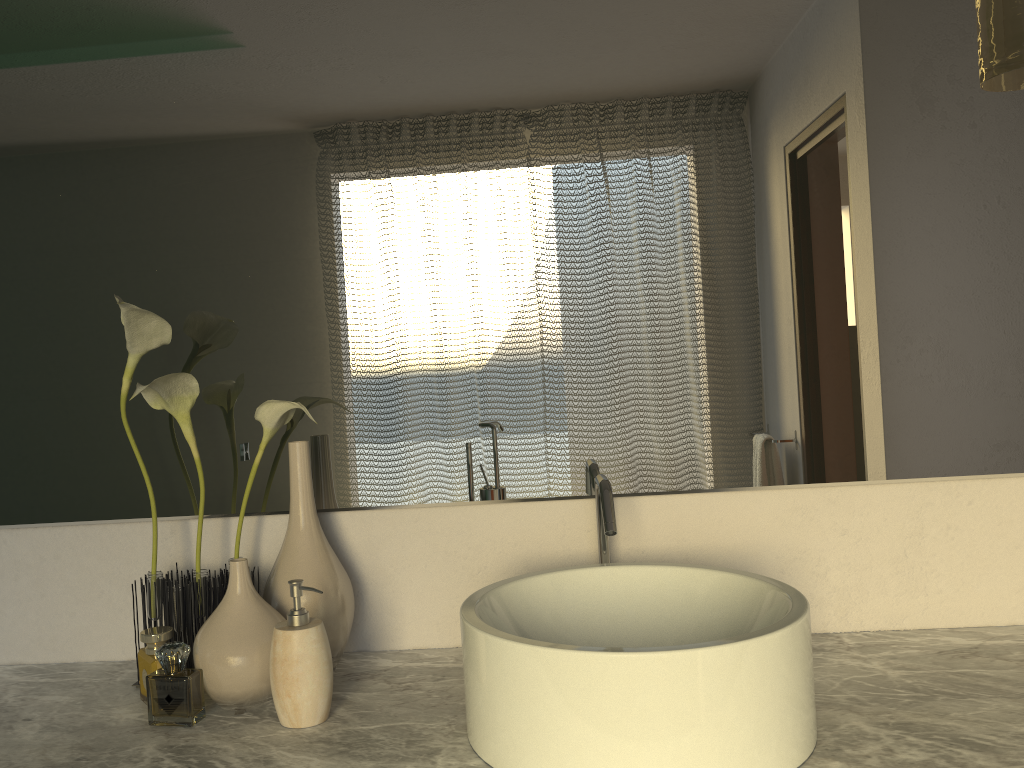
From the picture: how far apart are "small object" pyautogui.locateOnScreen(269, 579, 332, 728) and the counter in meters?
0.0 m

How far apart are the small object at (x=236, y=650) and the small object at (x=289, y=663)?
0.0m

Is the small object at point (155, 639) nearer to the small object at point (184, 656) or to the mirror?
the small object at point (184, 656)

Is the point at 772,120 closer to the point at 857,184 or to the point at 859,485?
the point at 857,184

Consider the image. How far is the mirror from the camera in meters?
1.2 m

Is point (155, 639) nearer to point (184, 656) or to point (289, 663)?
point (289, 663)

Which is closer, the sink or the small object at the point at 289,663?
the sink

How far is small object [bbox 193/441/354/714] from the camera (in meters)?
1.00

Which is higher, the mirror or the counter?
the mirror

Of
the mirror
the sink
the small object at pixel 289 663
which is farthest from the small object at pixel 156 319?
the sink
